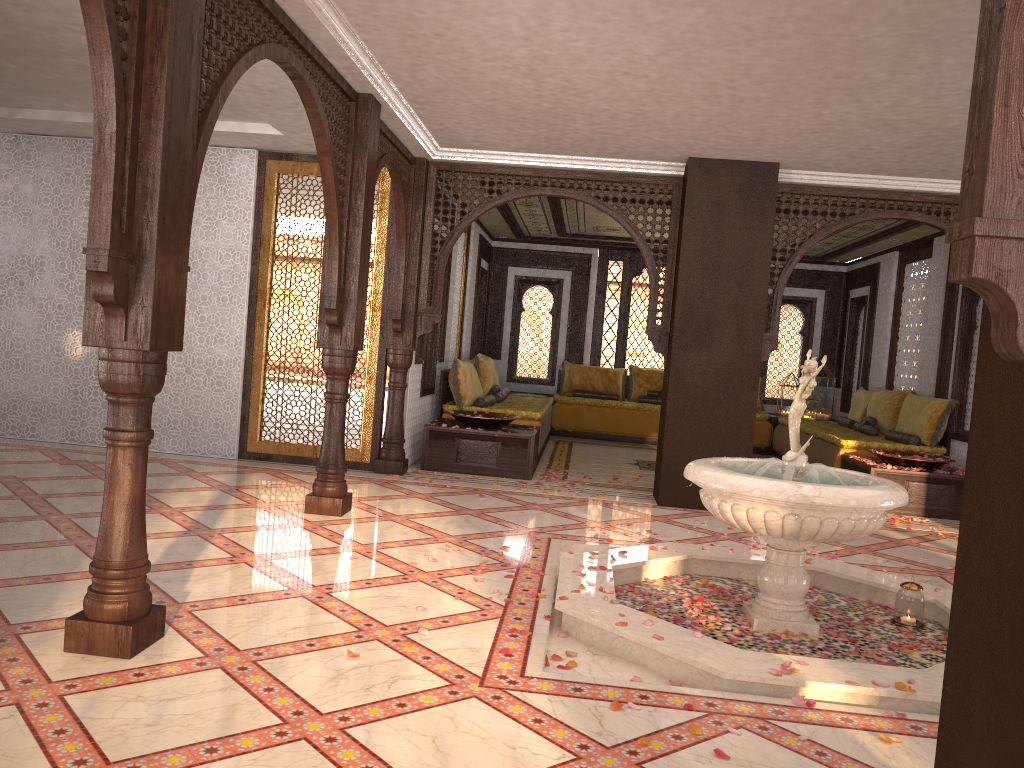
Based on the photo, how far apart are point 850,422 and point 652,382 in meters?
3.0 m

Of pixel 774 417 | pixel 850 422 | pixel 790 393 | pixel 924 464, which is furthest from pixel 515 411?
pixel 790 393

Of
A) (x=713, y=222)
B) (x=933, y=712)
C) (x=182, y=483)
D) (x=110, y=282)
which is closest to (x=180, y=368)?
(x=182, y=483)

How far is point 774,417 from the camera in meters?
12.3 m

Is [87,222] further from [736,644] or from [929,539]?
[929,539]

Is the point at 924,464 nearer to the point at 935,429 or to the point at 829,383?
the point at 935,429

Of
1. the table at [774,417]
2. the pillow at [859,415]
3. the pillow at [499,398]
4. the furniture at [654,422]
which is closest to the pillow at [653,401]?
the furniture at [654,422]

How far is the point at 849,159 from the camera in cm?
691

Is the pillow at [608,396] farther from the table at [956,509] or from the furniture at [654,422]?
the table at [956,509]

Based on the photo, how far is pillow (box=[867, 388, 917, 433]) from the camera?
9.9m
